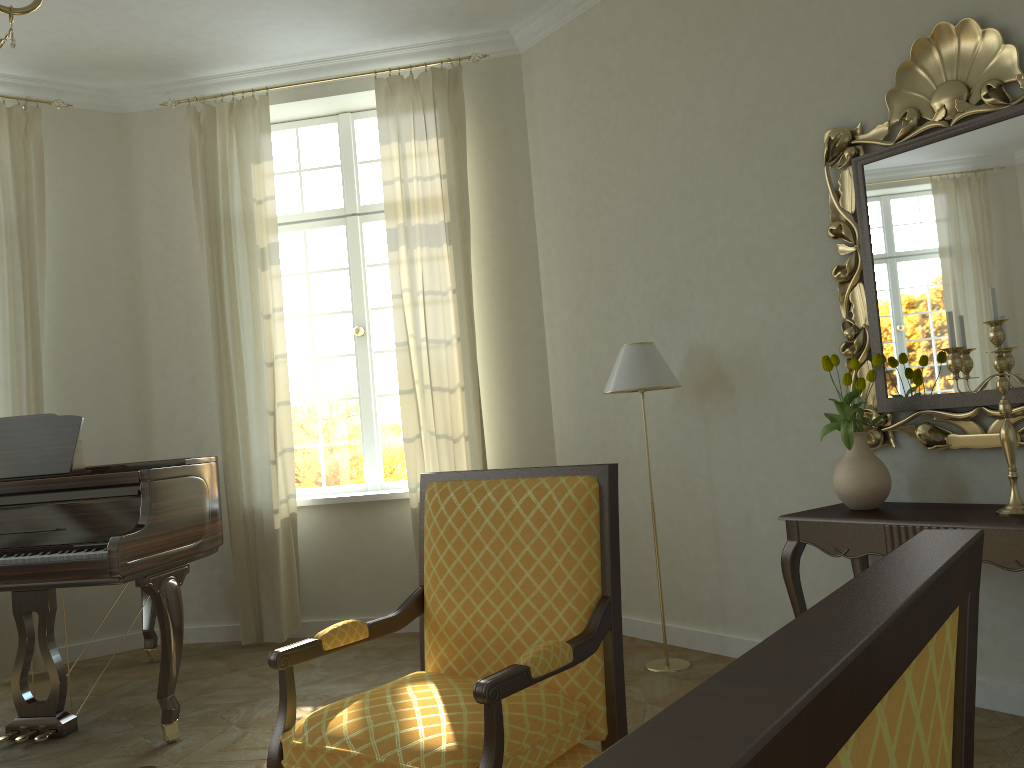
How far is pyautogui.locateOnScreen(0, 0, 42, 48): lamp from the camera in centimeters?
199cm

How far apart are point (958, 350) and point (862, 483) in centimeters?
64cm

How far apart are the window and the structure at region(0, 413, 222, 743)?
1.1m

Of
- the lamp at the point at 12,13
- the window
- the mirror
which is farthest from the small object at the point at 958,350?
the window

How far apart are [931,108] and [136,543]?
3.5 meters

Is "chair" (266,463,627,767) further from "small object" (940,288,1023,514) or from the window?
the window

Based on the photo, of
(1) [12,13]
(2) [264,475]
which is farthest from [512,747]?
(2) [264,475]

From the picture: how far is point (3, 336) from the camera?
5.24m

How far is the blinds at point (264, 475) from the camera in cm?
538

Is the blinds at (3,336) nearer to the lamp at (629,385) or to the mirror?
the lamp at (629,385)
